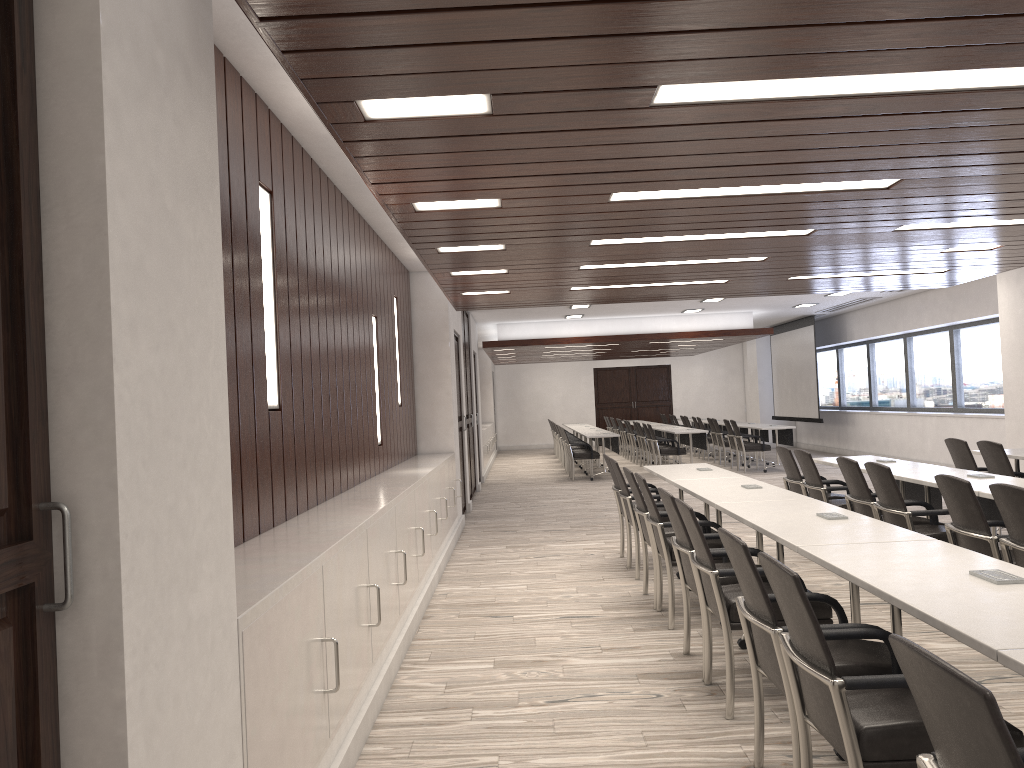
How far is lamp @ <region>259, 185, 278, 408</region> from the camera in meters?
4.2 m

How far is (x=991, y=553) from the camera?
4.47m

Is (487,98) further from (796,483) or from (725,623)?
(796,483)

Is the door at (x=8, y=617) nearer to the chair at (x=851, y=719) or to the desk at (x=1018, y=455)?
the chair at (x=851, y=719)

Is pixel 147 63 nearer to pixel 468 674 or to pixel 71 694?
pixel 71 694

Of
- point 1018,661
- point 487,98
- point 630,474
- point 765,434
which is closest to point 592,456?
point 765,434

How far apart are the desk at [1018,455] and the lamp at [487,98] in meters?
6.2

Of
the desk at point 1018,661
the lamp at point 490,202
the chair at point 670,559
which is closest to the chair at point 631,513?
the chair at point 670,559

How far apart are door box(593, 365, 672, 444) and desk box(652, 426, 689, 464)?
9.0 meters

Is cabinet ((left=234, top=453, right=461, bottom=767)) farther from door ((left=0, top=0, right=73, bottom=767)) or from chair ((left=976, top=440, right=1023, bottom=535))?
chair ((left=976, top=440, right=1023, bottom=535))
